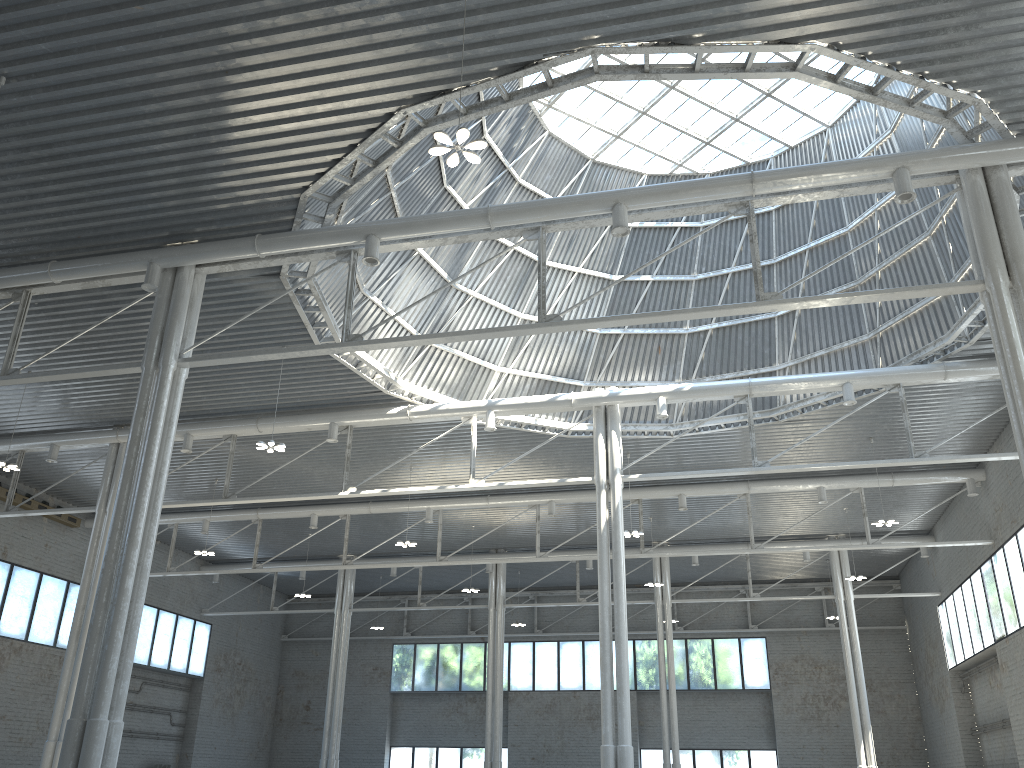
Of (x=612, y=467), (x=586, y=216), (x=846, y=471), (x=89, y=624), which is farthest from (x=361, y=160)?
(x=846, y=471)

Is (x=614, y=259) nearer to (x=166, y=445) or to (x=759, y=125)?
(x=759, y=125)

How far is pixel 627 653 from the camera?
32.0m
